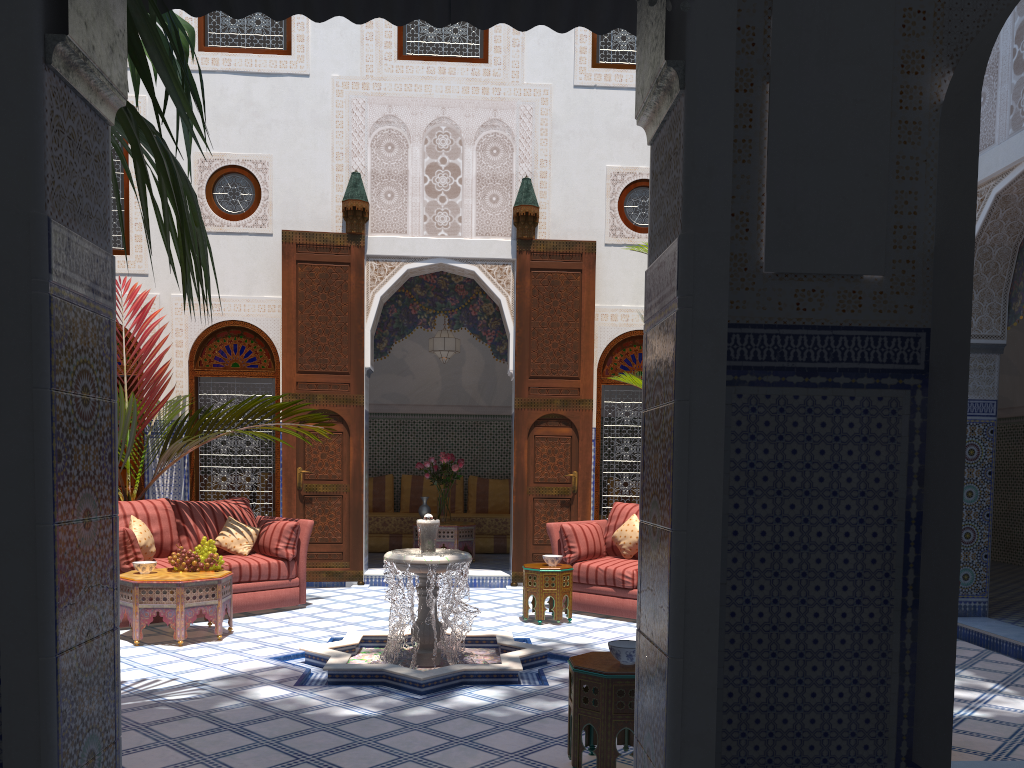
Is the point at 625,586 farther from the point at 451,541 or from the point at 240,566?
the point at 451,541

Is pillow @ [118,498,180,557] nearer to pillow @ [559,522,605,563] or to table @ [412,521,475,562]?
pillow @ [559,522,605,563]

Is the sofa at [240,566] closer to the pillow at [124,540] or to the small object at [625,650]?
the pillow at [124,540]

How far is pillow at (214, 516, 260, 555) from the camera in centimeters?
527cm

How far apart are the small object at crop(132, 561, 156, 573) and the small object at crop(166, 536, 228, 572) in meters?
0.1

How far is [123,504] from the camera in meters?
5.0 m

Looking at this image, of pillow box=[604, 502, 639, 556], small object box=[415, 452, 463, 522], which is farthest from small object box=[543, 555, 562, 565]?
small object box=[415, 452, 463, 522]

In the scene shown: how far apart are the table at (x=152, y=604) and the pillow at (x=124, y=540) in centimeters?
12cm

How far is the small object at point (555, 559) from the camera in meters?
5.0 m

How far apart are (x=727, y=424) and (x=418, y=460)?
7.00m
